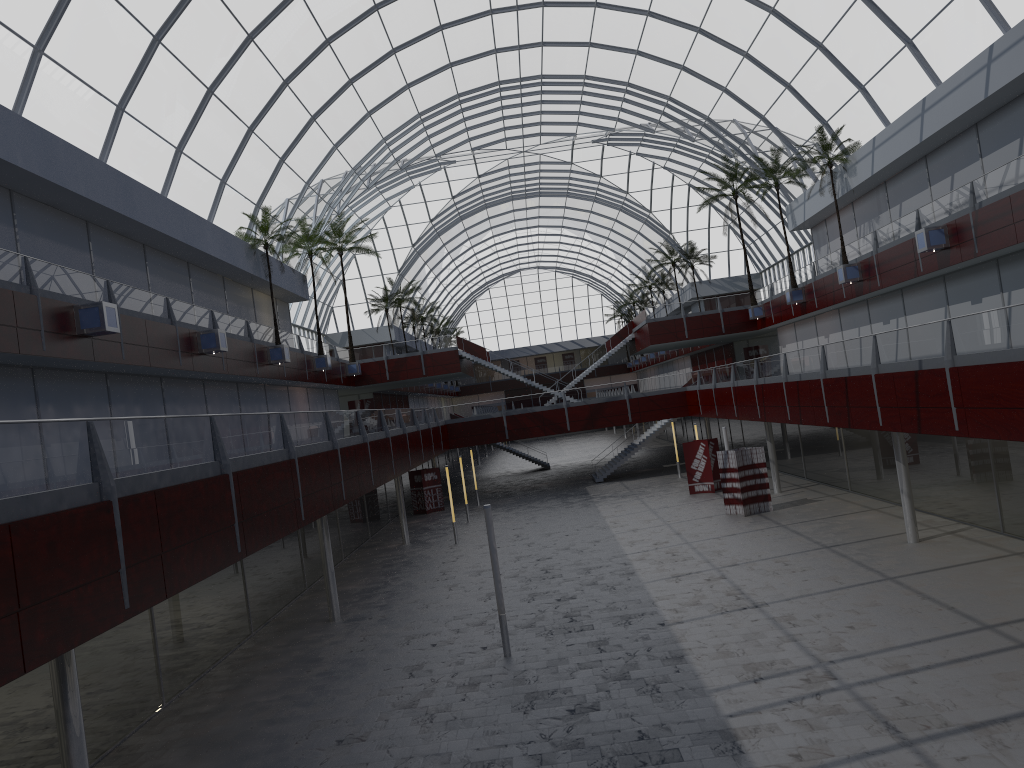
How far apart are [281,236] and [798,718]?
40.1 meters

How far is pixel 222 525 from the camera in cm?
1830

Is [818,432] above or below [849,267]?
below

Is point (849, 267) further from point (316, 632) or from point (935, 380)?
point (316, 632)

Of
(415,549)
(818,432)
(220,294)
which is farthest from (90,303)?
(818,432)
